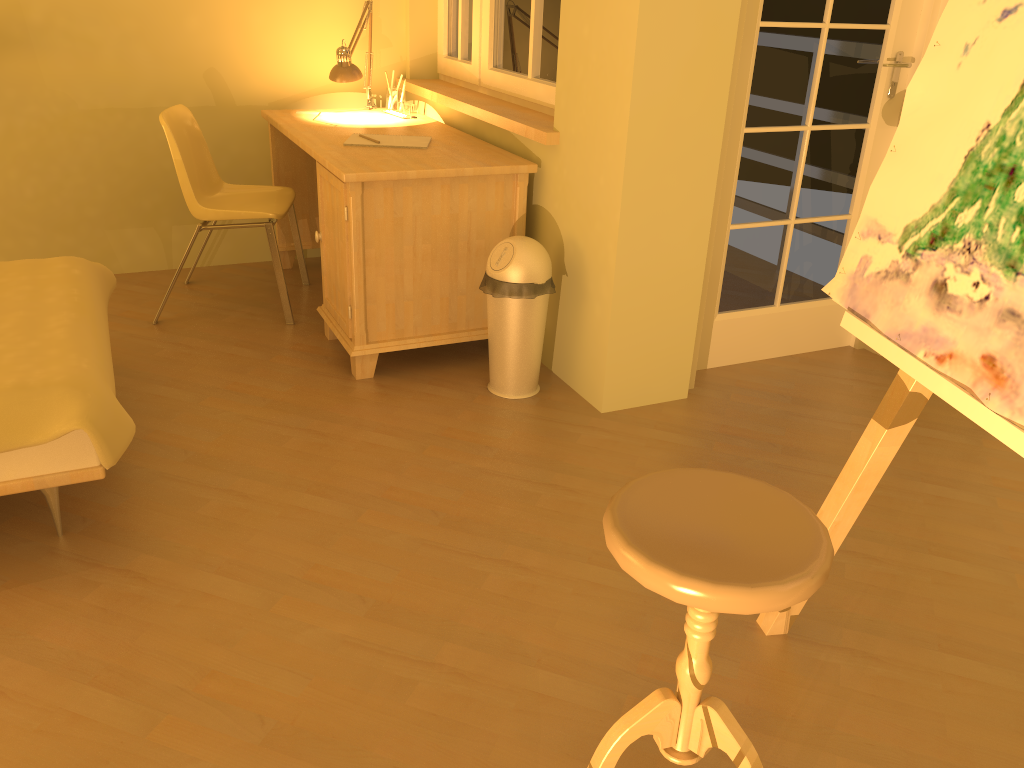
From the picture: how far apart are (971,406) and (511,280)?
1.66m

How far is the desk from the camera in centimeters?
291cm

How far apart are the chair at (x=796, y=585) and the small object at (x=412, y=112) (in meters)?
2.77

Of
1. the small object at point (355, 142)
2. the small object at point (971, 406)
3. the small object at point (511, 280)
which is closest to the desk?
the small object at point (355, 142)

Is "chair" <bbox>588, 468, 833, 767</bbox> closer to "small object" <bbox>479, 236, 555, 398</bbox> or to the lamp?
"small object" <bbox>479, 236, 555, 398</bbox>

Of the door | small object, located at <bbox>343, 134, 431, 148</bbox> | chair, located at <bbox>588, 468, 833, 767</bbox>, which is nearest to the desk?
small object, located at <bbox>343, 134, 431, 148</bbox>

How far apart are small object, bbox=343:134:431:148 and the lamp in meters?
0.5

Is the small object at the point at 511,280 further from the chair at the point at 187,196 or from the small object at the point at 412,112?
the small object at the point at 412,112

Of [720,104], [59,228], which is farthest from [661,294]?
[59,228]

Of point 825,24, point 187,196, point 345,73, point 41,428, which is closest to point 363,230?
point 187,196
